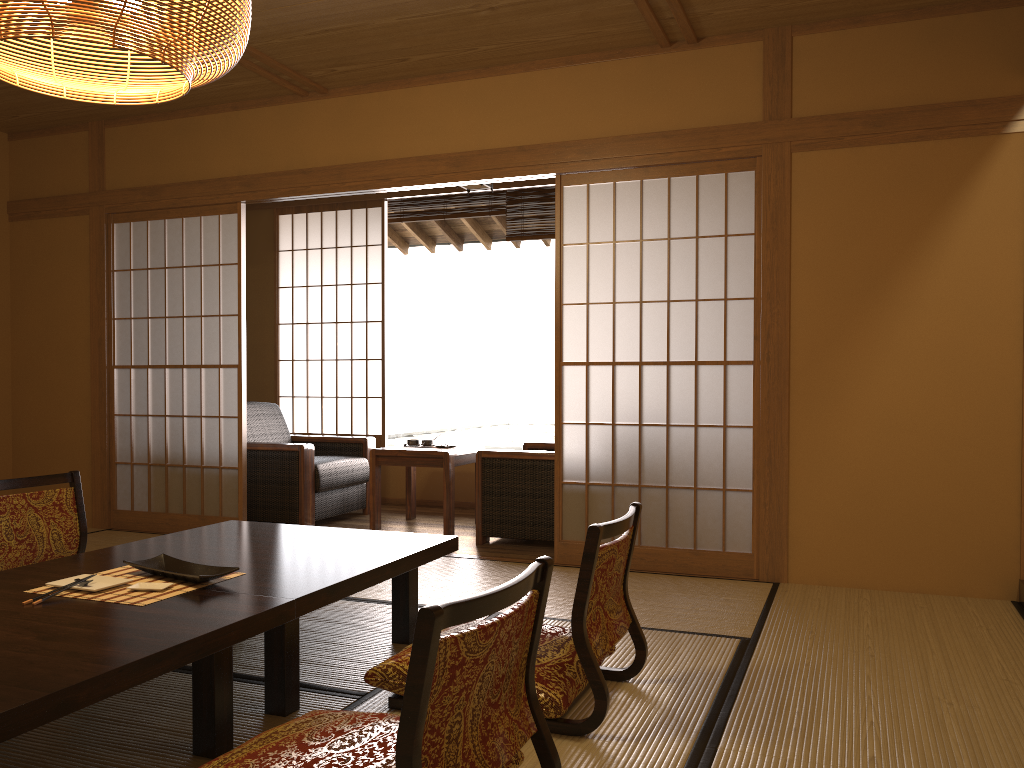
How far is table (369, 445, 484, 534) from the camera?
5.22m

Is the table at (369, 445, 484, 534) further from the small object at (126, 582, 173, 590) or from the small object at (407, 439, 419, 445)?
the small object at (126, 582, 173, 590)

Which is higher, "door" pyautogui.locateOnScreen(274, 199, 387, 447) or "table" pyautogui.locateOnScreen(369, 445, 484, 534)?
"door" pyautogui.locateOnScreen(274, 199, 387, 447)

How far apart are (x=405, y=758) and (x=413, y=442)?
4.3 meters

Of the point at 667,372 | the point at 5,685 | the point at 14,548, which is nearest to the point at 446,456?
the point at 667,372

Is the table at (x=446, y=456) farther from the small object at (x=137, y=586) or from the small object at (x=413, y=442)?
the small object at (x=137, y=586)

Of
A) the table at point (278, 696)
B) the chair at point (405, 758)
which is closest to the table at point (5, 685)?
the table at point (278, 696)

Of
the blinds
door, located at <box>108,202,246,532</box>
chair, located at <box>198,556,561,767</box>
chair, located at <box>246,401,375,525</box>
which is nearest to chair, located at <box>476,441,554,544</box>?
chair, located at <box>246,401,375,525</box>

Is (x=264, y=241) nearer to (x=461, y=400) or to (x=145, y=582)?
(x=145, y=582)

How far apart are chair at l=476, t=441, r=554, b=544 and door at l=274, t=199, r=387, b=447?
1.5 meters
